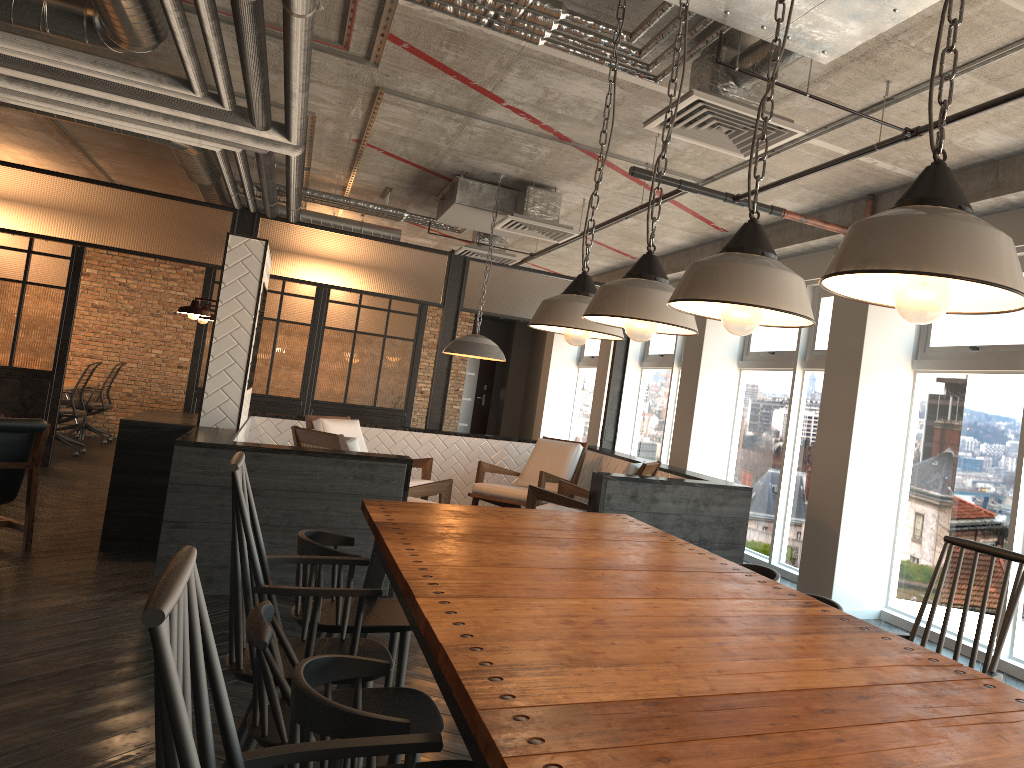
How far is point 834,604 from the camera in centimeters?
264cm

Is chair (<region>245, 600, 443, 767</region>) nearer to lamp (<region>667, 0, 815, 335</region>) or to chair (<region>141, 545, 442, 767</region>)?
chair (<region>141, 545, 442, 767</region>)

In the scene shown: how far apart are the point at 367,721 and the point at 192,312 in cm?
538

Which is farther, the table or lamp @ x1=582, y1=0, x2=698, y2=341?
lamp @ x1=582, y1=0, x2=698, y2=341

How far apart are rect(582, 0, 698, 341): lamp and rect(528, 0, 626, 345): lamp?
0.3m

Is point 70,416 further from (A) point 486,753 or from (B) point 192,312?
(A) point 486,753

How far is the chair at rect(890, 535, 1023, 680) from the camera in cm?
207

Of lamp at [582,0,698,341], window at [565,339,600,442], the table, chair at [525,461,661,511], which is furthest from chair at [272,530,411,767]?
window at [565,339,600,442]

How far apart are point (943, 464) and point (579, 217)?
4.26m

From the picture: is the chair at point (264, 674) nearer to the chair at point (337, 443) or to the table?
the table
